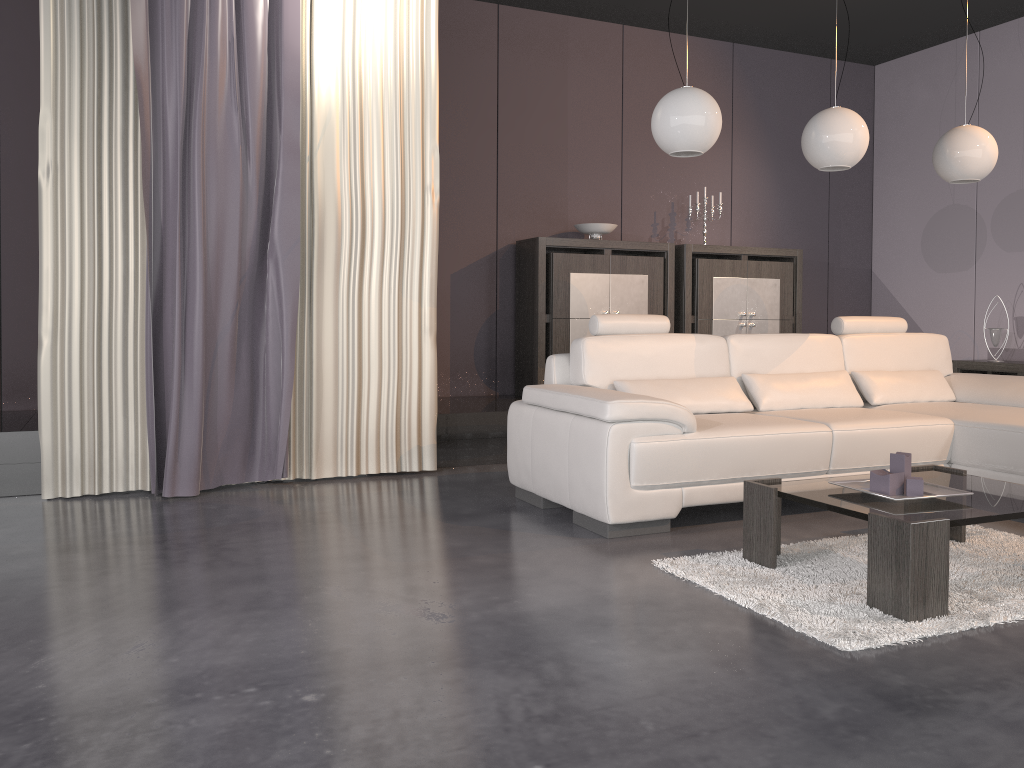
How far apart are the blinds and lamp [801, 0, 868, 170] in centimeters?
186cm

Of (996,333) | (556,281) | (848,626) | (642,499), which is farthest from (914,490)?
(996,333)

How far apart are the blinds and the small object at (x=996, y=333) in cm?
406

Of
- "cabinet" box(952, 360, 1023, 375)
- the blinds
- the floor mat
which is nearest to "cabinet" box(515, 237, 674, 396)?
the blinds

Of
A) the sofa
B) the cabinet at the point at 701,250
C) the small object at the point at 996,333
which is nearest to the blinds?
the sofa

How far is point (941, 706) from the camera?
1.9 meters

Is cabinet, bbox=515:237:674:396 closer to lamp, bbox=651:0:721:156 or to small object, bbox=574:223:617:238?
small object, bbox=574:223:617:238

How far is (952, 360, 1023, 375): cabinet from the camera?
5.92m

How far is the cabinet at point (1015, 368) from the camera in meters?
5.9

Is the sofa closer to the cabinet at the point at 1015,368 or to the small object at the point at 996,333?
the cabinet at the point at 1015,368
